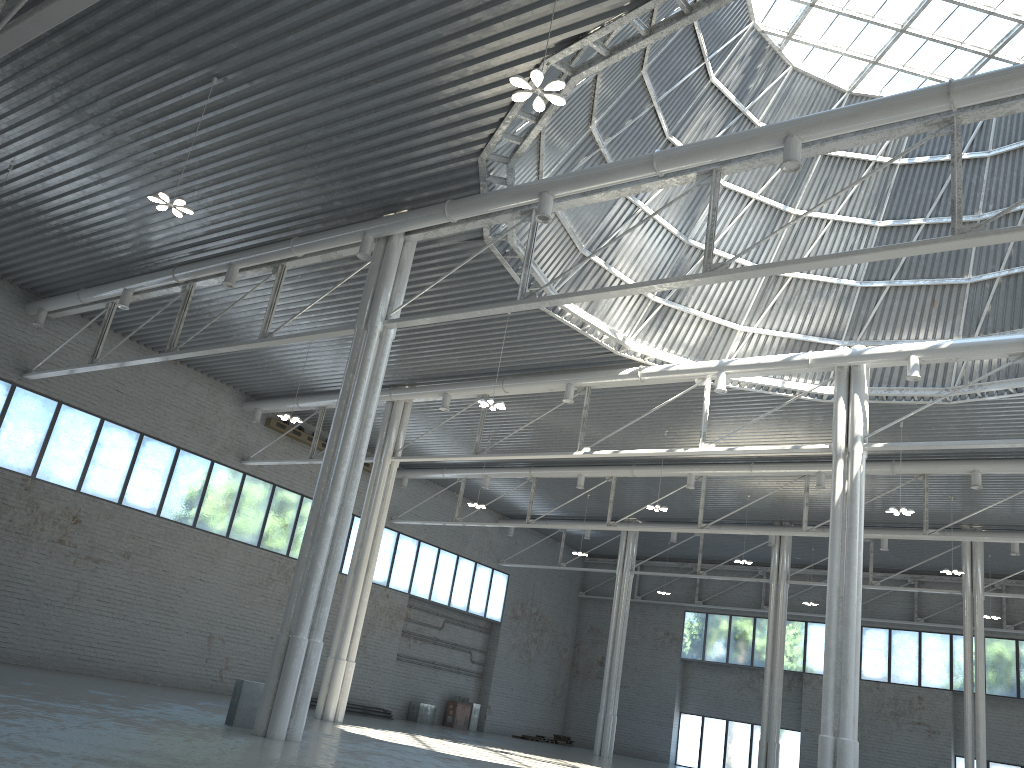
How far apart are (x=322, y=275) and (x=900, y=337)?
23.2m
